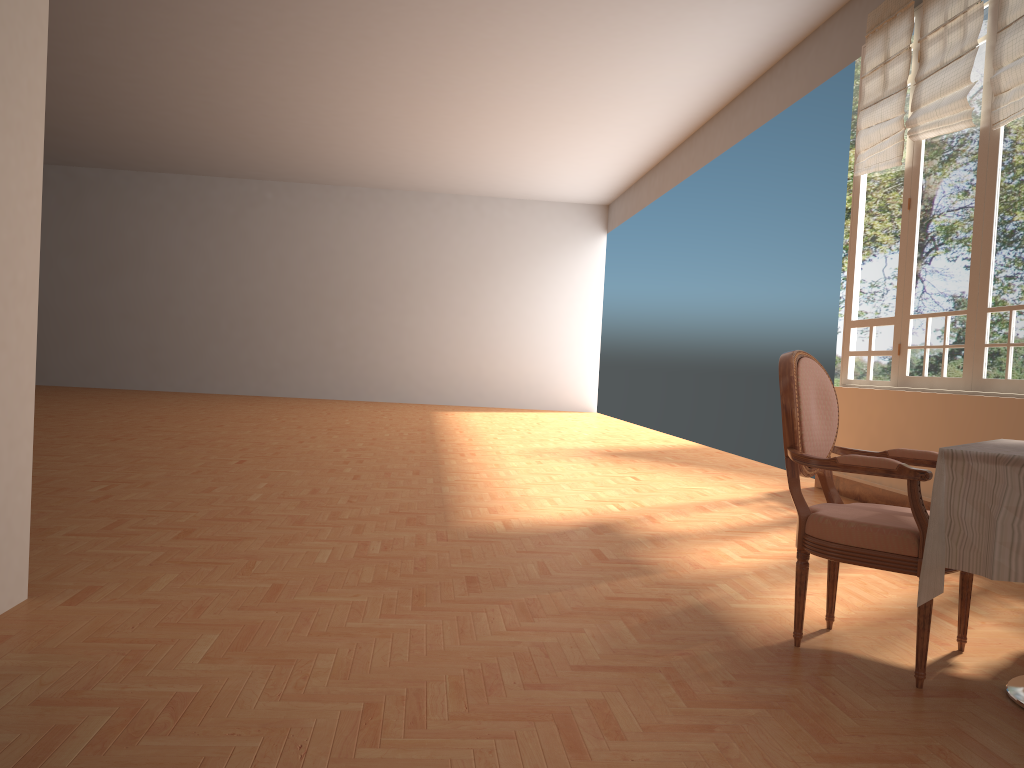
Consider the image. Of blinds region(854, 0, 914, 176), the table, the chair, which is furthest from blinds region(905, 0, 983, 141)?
the table

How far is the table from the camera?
2.1 meters

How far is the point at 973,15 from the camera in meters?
5.4 m

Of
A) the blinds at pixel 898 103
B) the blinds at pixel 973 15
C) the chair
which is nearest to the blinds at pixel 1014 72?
the blinds at pixel 973 15

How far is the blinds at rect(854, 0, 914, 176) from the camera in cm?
621

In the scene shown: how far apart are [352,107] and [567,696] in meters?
10.3

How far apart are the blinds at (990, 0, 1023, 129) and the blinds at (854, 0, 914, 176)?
1.02m

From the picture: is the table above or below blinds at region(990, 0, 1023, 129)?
below

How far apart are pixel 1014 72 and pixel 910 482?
3.6 meters

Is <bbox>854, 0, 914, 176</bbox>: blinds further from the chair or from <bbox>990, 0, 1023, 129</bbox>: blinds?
the chair
